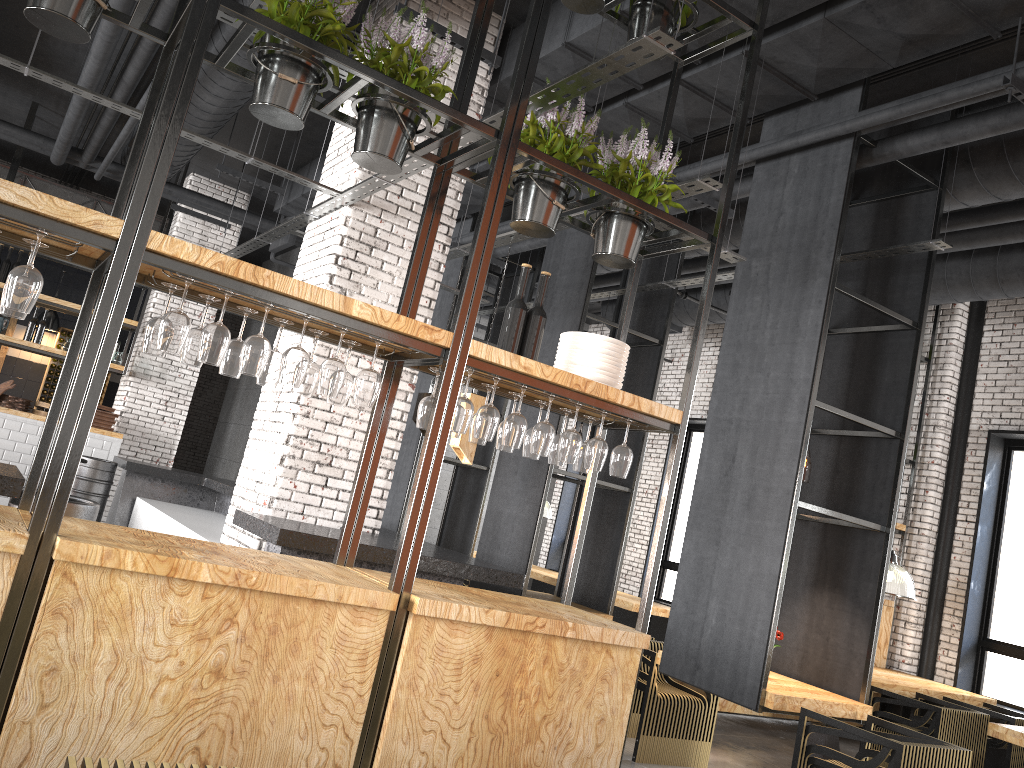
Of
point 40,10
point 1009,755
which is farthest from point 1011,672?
point 40,10

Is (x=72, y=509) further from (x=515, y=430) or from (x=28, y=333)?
(x=28, y=333)

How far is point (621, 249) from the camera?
4.12m

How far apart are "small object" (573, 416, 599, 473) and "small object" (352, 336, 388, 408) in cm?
125

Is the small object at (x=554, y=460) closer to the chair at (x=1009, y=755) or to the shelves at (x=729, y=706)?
the shelves at (x=729, y=706)

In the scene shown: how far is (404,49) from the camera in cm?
361

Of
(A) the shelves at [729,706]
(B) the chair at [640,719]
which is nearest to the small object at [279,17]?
(B) the chair at [640,719]

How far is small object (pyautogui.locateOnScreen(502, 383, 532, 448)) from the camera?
3.7m

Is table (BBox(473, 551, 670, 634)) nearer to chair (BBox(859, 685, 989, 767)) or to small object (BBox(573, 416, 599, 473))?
chair (BBox(859, 685, 989, 767))

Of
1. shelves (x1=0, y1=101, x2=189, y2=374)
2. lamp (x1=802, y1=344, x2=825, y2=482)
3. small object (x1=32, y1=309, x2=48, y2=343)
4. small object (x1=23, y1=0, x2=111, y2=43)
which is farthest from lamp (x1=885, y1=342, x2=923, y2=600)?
small object (x1=32, y1=309, x2=48, y2=343)
